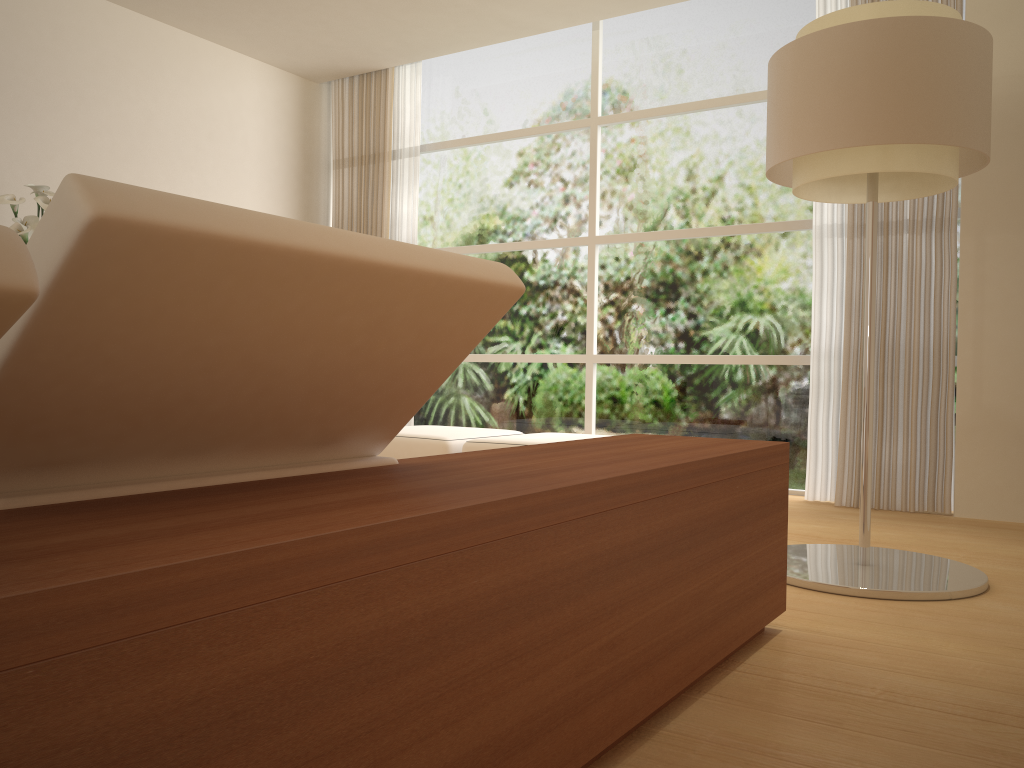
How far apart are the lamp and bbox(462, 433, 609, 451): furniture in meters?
1.8

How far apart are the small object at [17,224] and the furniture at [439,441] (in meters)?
2.30

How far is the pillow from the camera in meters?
1.0 m

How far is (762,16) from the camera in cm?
568

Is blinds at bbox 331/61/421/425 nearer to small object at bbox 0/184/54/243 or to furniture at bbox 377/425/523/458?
furniture at bbox 377/425/523/458

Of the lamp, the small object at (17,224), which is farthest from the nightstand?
the small object at (17,224)

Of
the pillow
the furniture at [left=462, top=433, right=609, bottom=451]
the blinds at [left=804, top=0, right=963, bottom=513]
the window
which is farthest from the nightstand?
the window

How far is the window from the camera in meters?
5.7 m

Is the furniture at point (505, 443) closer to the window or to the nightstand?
Result: the window

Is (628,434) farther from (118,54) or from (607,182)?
(118,54)
